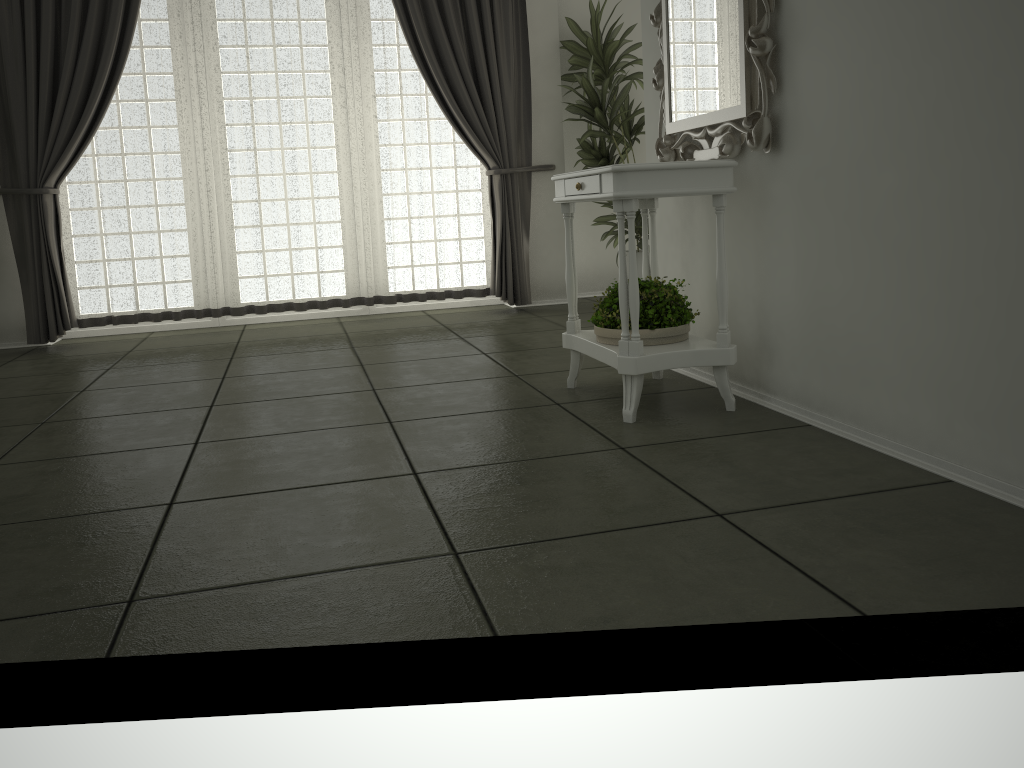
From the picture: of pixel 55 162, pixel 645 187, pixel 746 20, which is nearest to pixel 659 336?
pixel 645 187

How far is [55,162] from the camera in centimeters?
503cm

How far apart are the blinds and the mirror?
2.31m

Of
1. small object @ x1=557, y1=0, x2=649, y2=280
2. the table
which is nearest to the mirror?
the table

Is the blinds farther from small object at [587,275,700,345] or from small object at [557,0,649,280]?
small object at [587,275,700,345]

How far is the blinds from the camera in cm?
503

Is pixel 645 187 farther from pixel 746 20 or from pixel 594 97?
pixel 594 97

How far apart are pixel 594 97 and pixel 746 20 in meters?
3.0 m

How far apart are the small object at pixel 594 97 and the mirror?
2.0 meters

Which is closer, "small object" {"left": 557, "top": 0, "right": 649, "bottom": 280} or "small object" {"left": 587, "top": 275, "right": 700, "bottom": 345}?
"small object" {"left": 587, "top": 275, "right": 700, "bottom": 345}
